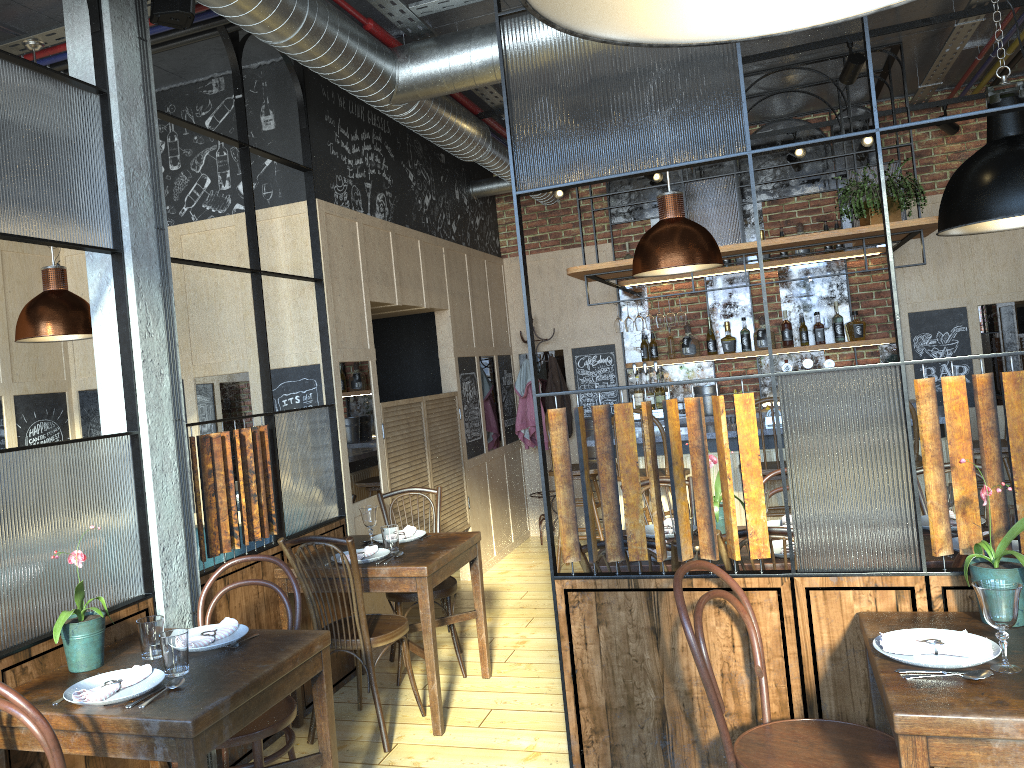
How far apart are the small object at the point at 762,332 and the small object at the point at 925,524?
3.65m

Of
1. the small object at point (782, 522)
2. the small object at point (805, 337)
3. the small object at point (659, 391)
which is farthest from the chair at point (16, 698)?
the small object at point (805, 337)

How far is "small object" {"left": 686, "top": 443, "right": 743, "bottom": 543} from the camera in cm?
364

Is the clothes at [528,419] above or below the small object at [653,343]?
below

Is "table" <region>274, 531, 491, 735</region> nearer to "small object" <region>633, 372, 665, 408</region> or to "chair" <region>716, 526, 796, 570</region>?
"chair" <region>716, 526, 796, 570</region>

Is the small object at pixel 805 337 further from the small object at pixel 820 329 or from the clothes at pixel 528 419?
the clothes at pixel 528 419

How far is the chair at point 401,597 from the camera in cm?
440

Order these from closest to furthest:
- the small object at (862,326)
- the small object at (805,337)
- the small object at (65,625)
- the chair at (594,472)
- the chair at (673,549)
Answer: the small object at (65,625)
the chair at (673,549)
the chair at (594,472)
the small object at (862,326)
the small object at (805,337)

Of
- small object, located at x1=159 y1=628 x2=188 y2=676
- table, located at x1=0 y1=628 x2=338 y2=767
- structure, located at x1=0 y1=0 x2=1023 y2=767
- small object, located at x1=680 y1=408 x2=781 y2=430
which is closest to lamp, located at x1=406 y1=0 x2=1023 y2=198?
structure, located at x1=0 y1=0 x2=1023 y2=767

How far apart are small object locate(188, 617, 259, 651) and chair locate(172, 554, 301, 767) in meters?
0.2 m
